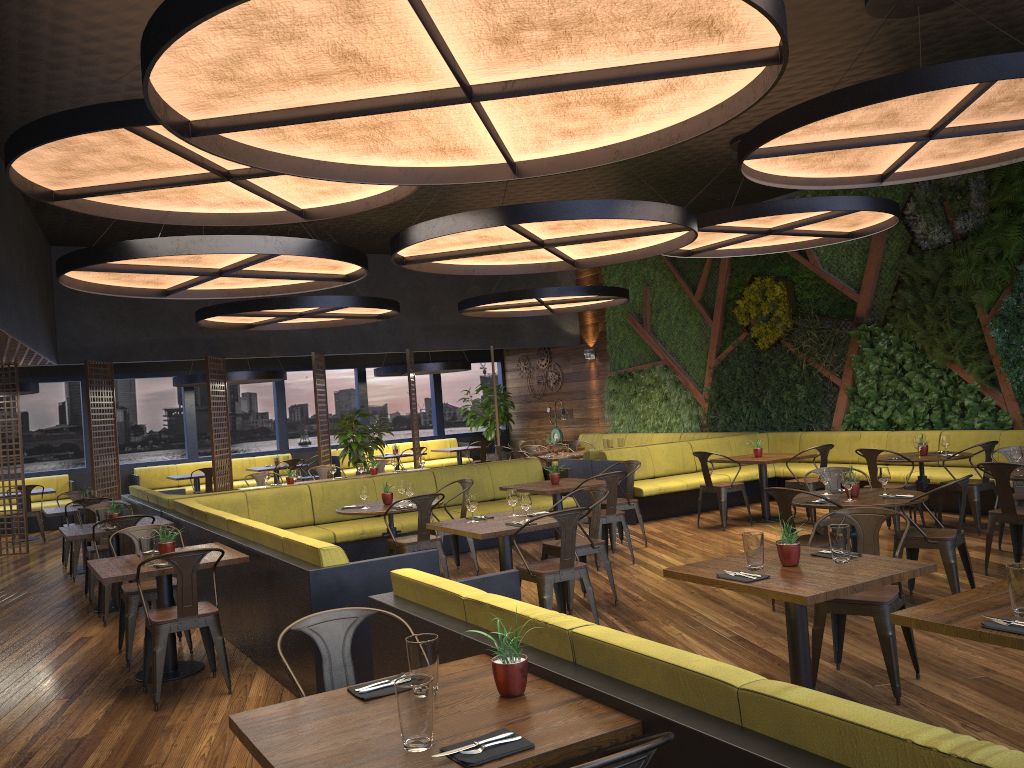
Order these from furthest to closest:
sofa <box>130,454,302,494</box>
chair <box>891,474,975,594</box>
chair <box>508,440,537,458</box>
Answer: sofa <box>130,454,302,494</box> < chair <box>508,440,537,458</box> < chair <box>891,474,975,594</box>

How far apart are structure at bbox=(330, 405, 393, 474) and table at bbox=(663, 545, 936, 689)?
10.03m

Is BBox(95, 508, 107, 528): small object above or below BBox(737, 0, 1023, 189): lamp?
below

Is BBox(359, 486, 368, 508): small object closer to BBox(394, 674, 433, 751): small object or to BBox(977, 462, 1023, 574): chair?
BBox(977, 462, 1023, 574): chair

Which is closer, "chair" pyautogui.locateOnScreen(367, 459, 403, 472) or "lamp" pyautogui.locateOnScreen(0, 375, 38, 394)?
"chair" pyautogui.locateOnScreen(367, 459, 403, 472)

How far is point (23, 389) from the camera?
13.9 meters

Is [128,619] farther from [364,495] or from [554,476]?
[554,476]

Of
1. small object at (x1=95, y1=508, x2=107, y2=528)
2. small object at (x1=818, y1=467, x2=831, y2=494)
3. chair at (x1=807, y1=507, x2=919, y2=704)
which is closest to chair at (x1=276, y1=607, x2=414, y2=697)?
chair at (x1=807, y1=507, x2=919, y2=704)

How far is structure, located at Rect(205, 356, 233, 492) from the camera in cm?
1377

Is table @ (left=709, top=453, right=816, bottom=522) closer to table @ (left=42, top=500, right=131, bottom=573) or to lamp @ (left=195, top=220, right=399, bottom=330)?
lamp @ (left=195, top=220, right=399, bottom=330)
